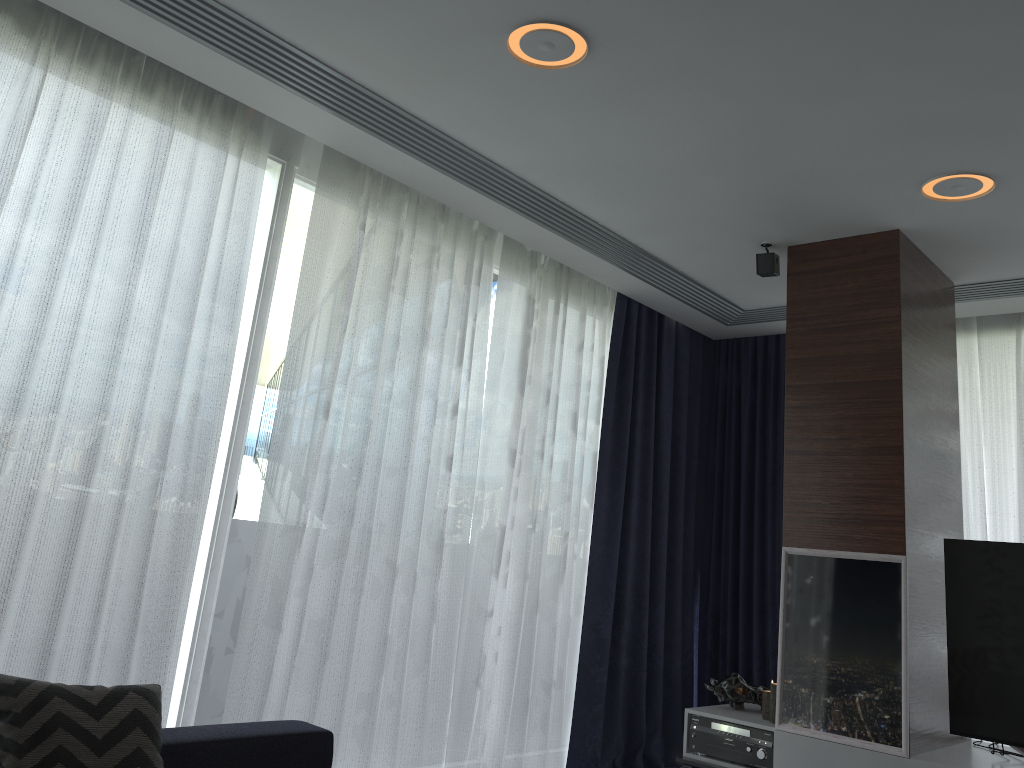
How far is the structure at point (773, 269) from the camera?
4.0 meters

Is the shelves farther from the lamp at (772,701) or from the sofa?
the sofa

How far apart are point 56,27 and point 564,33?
1.62m

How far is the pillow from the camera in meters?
2.0 m

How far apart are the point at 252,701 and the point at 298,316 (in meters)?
1.42

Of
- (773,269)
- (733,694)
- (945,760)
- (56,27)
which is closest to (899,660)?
(945,760)

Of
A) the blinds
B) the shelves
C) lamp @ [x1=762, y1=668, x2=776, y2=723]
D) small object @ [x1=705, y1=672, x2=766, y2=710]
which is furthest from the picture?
the blinds

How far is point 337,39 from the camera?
2.71m

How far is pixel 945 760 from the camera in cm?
329

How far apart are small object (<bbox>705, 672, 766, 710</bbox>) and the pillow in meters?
2.6
